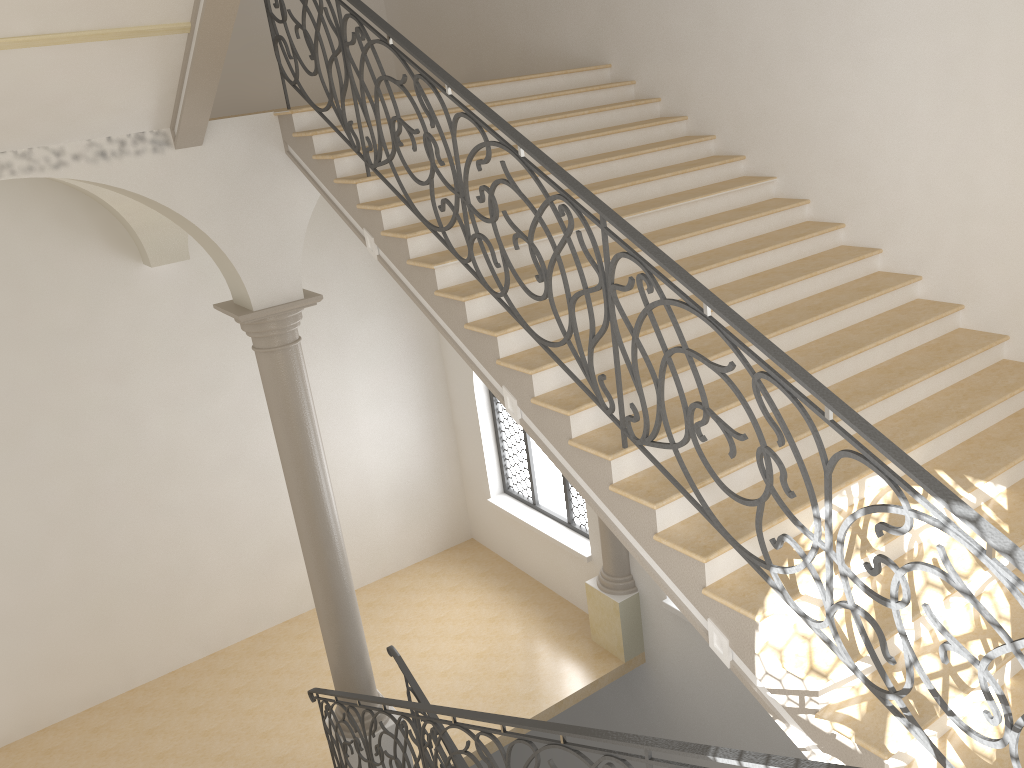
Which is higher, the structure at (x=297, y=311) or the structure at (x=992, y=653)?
the structure at (x=992, y=653)

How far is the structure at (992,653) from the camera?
2.95m

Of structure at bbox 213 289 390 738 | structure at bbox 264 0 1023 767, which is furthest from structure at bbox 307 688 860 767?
structure at bbox 264 0 1023 767

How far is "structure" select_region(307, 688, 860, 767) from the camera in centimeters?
294cm

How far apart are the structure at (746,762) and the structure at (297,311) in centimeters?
16cm

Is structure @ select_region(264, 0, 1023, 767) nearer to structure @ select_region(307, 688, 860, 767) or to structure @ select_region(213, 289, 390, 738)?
structure @ select_region(307, 688, 860, 767)

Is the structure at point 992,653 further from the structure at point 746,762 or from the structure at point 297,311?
the structure at point 297,311

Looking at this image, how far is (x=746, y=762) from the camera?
2.9m

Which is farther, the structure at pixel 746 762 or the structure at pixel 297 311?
the structure at pixel 297 311

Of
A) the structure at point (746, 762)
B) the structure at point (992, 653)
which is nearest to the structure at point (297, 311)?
the structure at point (746, 762)
